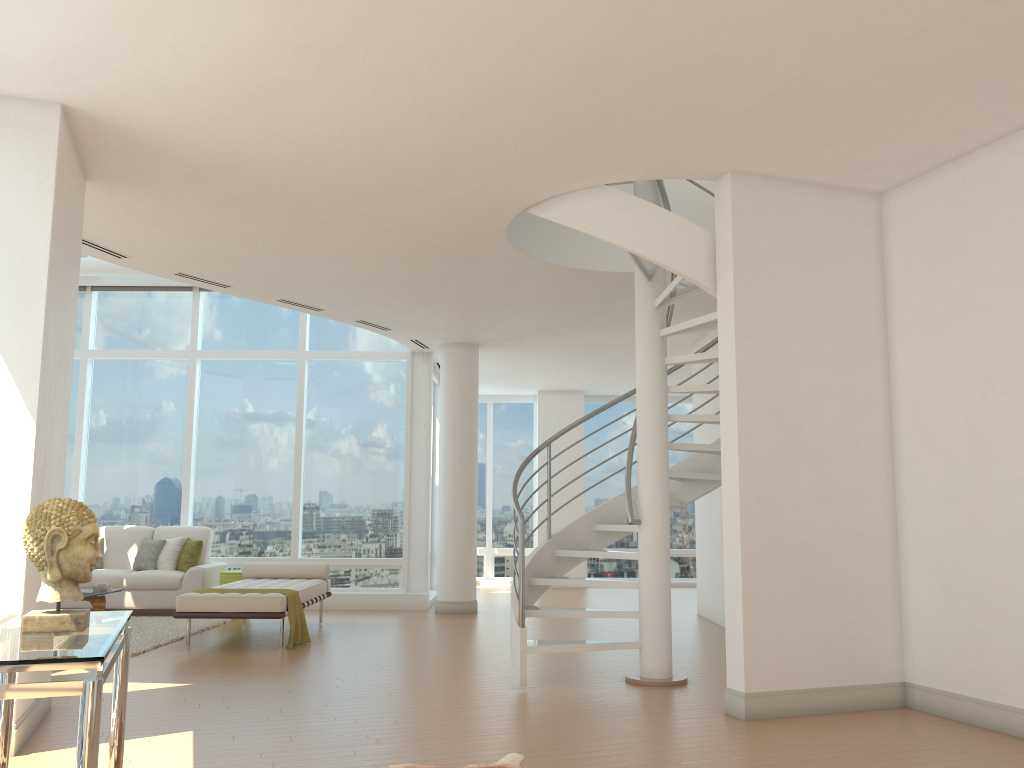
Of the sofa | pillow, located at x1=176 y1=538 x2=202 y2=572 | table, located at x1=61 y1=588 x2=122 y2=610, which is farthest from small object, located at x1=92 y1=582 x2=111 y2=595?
pillow, located at x1=176 y1=538 x2=202 y2=572

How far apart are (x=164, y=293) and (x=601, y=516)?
7.62m

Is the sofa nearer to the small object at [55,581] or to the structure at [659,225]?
the structure at [659,225]

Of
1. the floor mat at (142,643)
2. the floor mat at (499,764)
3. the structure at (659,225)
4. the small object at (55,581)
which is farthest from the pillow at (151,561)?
the small object at (55,581)

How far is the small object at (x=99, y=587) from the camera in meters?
9.2 m

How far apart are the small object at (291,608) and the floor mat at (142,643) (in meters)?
1.17

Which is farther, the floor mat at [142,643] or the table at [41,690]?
the floor mat at [142,643]

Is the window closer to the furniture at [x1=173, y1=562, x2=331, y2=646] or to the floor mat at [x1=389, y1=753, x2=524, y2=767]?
the furniture at [x1=173, y1=562, x2=331, y2=646]

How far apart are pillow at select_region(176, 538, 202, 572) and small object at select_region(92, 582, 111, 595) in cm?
134

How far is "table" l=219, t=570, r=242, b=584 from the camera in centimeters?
1031cm
